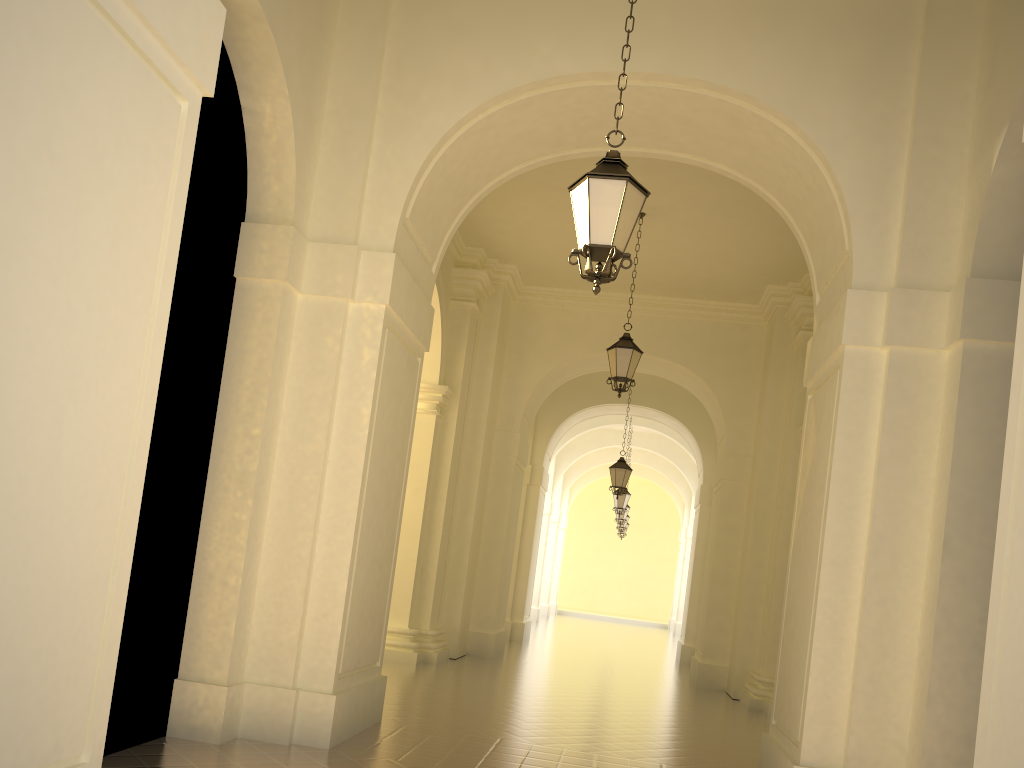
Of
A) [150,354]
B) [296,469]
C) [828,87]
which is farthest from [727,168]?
[150,354]

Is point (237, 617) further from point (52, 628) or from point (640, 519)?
point (640, 519)

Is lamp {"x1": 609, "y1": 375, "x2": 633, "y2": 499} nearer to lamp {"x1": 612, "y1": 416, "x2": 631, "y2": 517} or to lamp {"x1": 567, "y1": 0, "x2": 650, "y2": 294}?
lamp {"x1": 612, "y1": 416, "x2": 631, "y2": 517}

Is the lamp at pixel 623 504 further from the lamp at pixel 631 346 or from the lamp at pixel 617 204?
the lamp at pixel 617 204

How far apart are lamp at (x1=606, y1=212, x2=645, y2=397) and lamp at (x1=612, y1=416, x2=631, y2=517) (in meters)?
11.31

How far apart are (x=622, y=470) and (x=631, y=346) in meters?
6.5 m

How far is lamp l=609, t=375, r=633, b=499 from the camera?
17.9m

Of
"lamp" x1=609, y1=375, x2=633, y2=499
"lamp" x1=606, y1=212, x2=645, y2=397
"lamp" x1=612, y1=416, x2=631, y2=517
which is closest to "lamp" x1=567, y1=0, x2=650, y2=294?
"lamp" x1=606, y1=212, x2=645, y2=397

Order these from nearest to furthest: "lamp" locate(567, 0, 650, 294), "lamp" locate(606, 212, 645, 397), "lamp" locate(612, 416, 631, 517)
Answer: "lamp" locate(567, 0, 650, 294), "lamp" locate(606, 212, 645, 397), "lamp" locate(612, 416, 631, 517)

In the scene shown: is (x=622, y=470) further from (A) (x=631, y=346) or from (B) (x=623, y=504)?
(A) (x=631, y=346)
